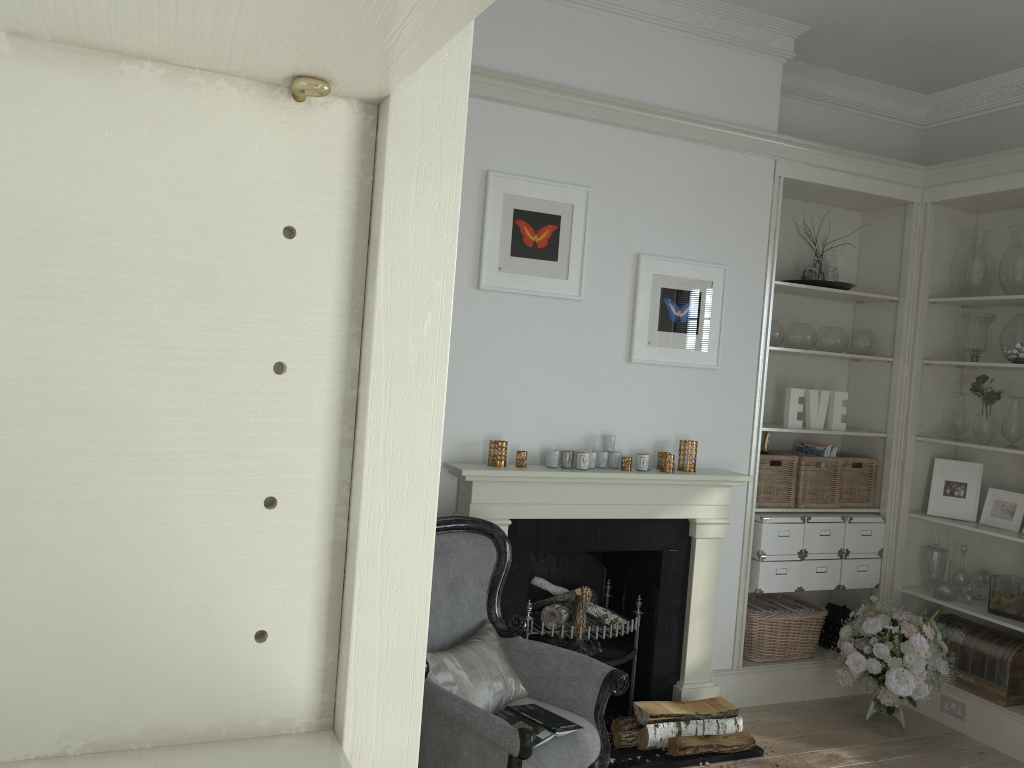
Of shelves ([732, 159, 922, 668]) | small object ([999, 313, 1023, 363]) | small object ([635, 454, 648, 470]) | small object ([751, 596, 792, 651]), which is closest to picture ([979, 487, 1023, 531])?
shelves ([732, 159, 922, 668])

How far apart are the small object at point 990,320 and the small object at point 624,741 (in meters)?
2.60

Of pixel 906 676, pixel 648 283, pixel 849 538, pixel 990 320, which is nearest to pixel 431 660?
pixel 648 283

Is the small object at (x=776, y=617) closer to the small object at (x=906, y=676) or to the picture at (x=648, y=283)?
the small object at (x=906, y=676)

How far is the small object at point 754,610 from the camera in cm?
451

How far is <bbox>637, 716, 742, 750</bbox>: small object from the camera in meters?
3.7 m

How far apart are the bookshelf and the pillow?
2.4 meters

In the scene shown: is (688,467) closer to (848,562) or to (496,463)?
(496,463)

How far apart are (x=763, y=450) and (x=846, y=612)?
1.00m

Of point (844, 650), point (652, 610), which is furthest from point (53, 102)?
point (844, 650)
